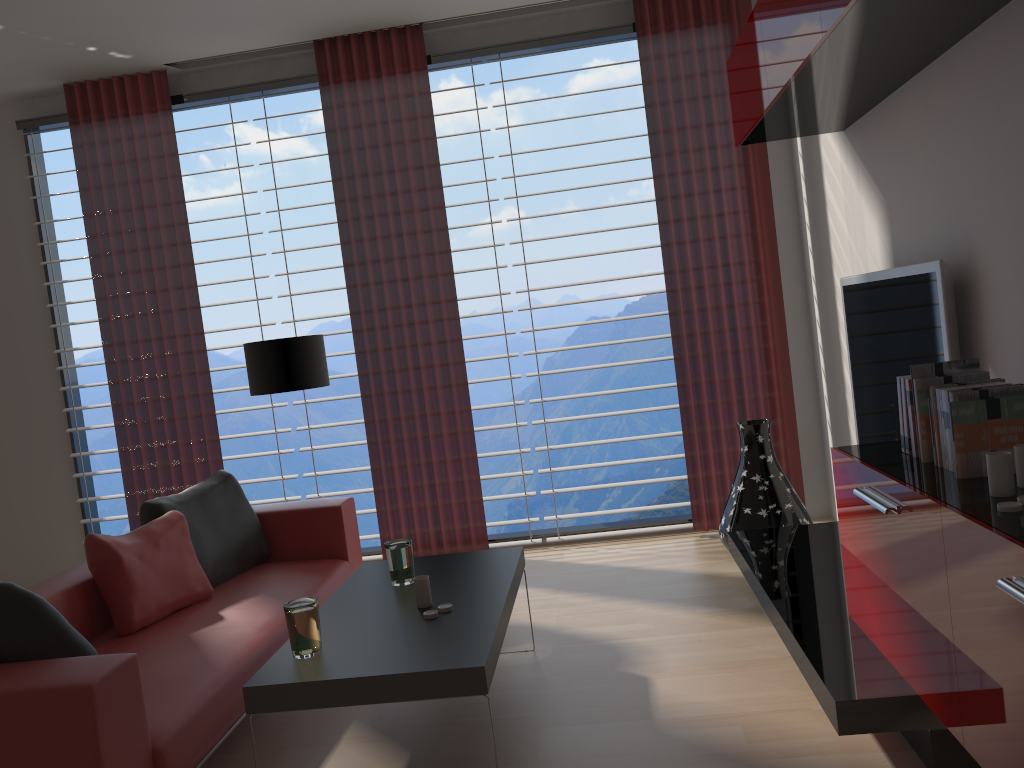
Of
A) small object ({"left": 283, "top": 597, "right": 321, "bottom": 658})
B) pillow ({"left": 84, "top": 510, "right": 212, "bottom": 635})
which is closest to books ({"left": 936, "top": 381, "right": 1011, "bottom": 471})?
small object ({"left": 283, "top": 597, "right": 321, "bottom": 658})

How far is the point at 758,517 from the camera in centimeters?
603cm

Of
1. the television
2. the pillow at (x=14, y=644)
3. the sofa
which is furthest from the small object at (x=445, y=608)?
the television

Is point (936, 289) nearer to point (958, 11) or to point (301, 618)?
point (958, 11)

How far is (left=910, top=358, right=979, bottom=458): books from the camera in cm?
341

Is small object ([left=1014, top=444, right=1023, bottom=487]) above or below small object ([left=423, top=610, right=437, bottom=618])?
above

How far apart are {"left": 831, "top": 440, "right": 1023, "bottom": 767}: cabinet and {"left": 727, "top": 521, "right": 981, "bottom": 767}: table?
0.0 meters

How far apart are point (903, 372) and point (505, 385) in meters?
10.5

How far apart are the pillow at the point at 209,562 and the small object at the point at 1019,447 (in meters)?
4.25

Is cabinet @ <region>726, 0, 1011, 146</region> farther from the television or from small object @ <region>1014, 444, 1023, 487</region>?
small object @ <region>1014, 444, 1023, 487</region>
